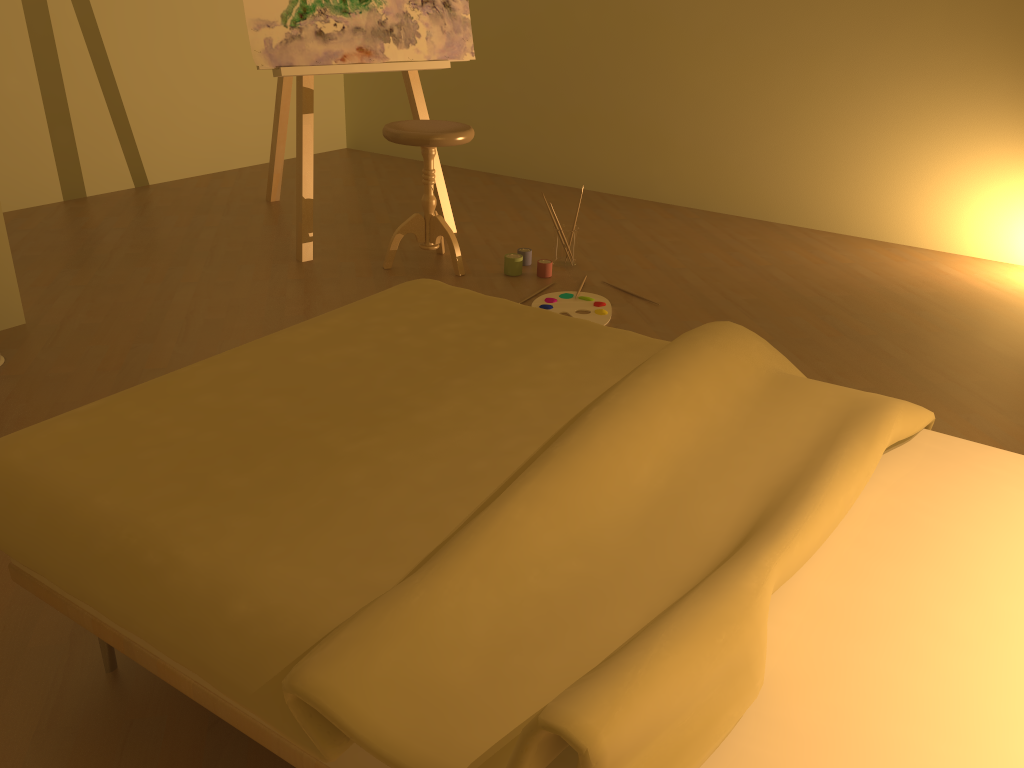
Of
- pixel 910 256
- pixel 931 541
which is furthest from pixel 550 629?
pixel 910 256

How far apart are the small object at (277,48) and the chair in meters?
0.3 m

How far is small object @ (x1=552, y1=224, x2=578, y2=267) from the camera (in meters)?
3.58

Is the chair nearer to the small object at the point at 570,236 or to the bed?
the small object at the point at 570,236

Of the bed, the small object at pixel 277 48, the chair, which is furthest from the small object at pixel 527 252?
the bed

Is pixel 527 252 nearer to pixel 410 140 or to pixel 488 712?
pixel 410 140

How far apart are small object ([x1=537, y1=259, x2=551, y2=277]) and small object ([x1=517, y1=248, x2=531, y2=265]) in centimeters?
13cm

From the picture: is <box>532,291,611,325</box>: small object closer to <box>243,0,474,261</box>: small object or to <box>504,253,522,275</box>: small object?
<box>504,253,522,275</box>: small object

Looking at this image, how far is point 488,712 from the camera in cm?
89

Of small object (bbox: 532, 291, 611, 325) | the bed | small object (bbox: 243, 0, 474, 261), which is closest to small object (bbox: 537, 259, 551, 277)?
small object (bbox: 532, 291, 611, 325)
